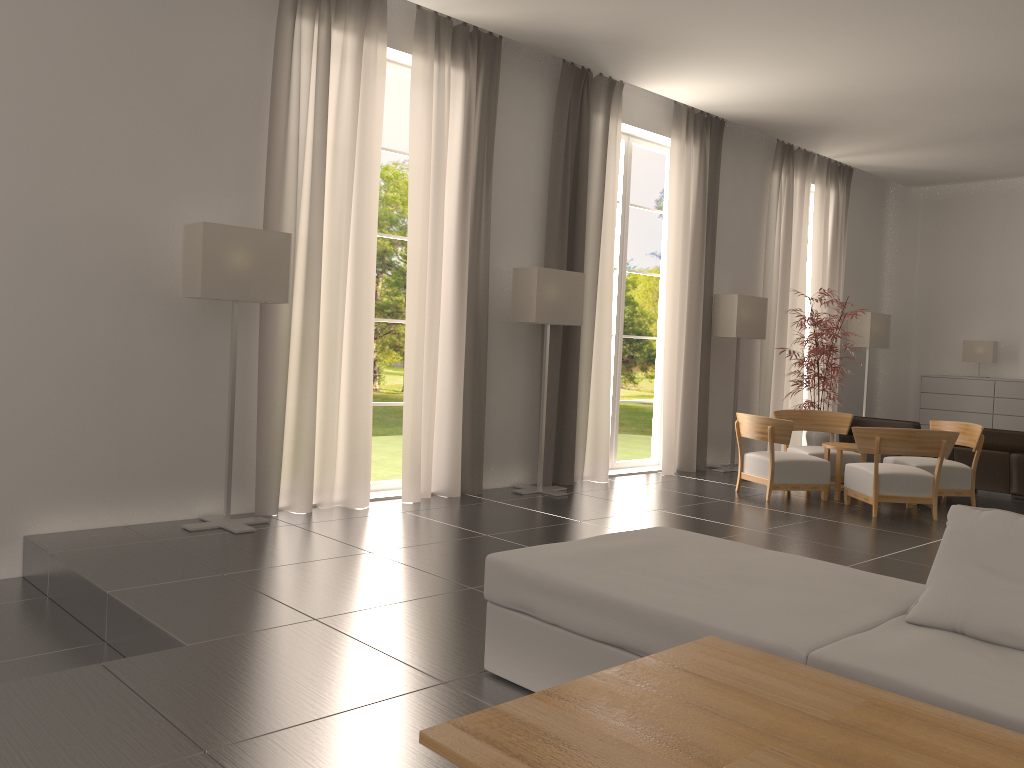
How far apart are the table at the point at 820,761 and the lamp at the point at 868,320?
16.9m

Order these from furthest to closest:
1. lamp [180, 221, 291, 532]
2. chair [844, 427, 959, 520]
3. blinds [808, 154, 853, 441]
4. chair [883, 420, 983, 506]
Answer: blinds [808, 154, 853, 441] < chair [883, 420, 983, 506] < chair [844, 427, 959, 520] < lamp [180, 221, 291, 532]

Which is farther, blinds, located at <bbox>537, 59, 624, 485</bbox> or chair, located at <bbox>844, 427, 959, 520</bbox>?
blinds, located at <bbox>537, 59, 624, 485</bbox>

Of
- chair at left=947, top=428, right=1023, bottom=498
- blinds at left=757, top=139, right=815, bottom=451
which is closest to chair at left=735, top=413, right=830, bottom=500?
chair at left=947, top=428, right=1023, bottom=498

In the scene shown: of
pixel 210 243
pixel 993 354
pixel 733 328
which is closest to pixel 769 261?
pixel 733 328

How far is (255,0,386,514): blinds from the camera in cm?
1011

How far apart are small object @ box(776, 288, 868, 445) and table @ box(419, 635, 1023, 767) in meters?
12.5

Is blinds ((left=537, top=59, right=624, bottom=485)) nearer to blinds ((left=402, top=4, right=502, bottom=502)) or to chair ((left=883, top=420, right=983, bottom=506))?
blinds ((left=402, top=4, right=502, bottom=502))

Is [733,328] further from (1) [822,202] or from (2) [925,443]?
(1) [822,202]

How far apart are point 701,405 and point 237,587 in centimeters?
1045cm
